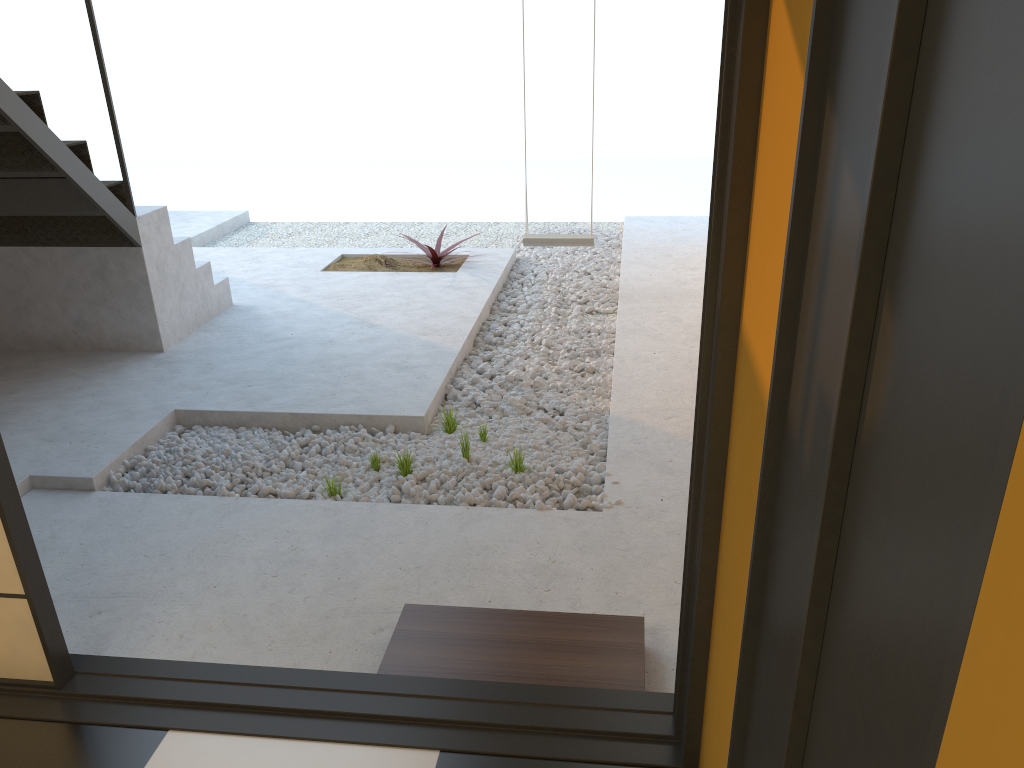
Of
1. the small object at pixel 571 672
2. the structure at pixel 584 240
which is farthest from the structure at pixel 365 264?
the small object at pixel 571 672

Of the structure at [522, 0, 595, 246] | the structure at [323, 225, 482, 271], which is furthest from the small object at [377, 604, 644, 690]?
the structure at [323, 225, 482, 271]

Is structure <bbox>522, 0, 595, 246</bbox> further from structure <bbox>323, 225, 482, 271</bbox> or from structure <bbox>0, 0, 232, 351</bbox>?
structure <bbox>0, 0, 232, 351</bbox>

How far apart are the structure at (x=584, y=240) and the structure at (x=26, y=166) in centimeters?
197cm

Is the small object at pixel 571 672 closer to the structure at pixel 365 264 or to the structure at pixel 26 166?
the structure at pixel 26 166

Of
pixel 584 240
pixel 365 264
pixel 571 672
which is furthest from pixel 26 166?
pixel 571 672

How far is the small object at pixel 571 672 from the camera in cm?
226

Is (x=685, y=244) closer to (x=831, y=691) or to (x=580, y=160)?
(x=831, y=691)

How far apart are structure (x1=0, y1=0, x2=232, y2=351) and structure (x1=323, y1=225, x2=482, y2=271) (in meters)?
1.09

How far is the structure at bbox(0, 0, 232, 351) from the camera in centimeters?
405cm
